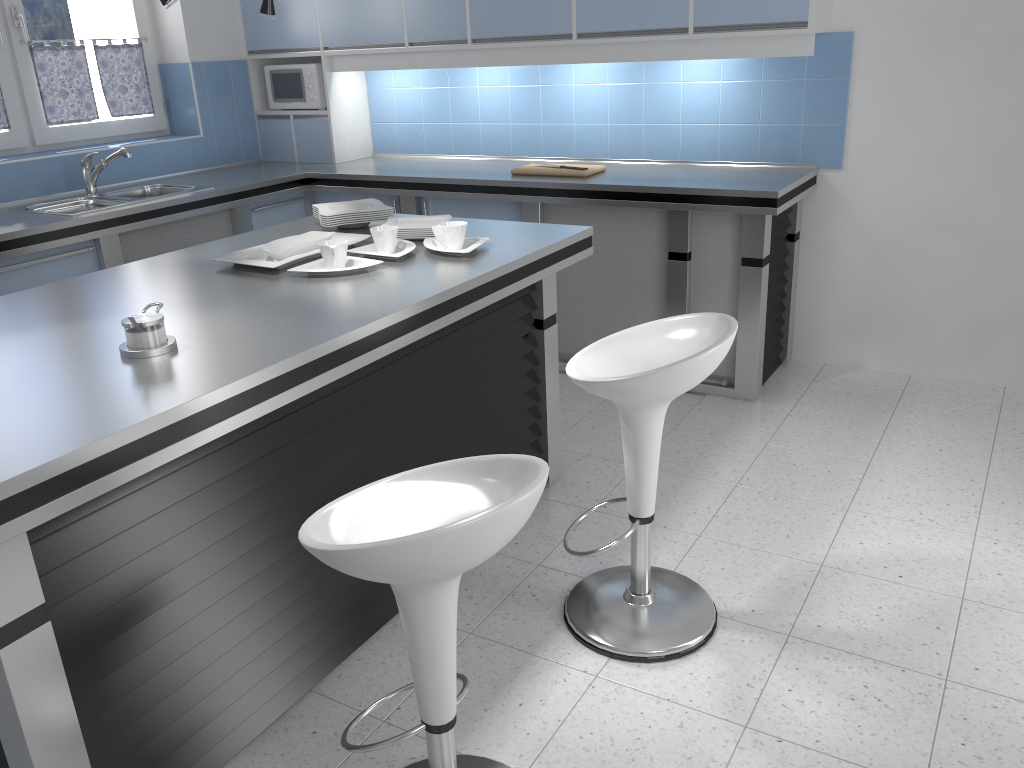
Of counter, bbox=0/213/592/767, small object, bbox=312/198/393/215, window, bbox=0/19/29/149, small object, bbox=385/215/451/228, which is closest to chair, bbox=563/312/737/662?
counter, bbox=0/213/592/767

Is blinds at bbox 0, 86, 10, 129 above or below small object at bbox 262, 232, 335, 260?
above

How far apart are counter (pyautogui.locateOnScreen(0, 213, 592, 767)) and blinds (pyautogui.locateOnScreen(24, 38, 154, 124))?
2.0 meters

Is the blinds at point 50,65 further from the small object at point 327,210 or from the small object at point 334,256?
the small object at point 334,256

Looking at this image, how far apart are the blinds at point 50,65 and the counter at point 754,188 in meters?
0.5

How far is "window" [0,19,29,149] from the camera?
4.4m

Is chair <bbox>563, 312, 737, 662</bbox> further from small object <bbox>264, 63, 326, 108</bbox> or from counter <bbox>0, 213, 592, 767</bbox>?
small object <bbox>264, 63, 326, 108</bbox>

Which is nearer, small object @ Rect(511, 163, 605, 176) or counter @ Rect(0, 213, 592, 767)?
counter @ Rect(0, 213, 592, 767)

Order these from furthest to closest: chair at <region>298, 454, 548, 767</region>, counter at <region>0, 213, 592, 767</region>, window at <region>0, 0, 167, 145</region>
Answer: window at <region>0, 0, 167, 145</region>
counter at <region>0, 213, 592, 767</region>
chair at <region>298, 454, 548, 767</region>

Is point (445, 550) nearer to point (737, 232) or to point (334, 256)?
point (334, 256)
